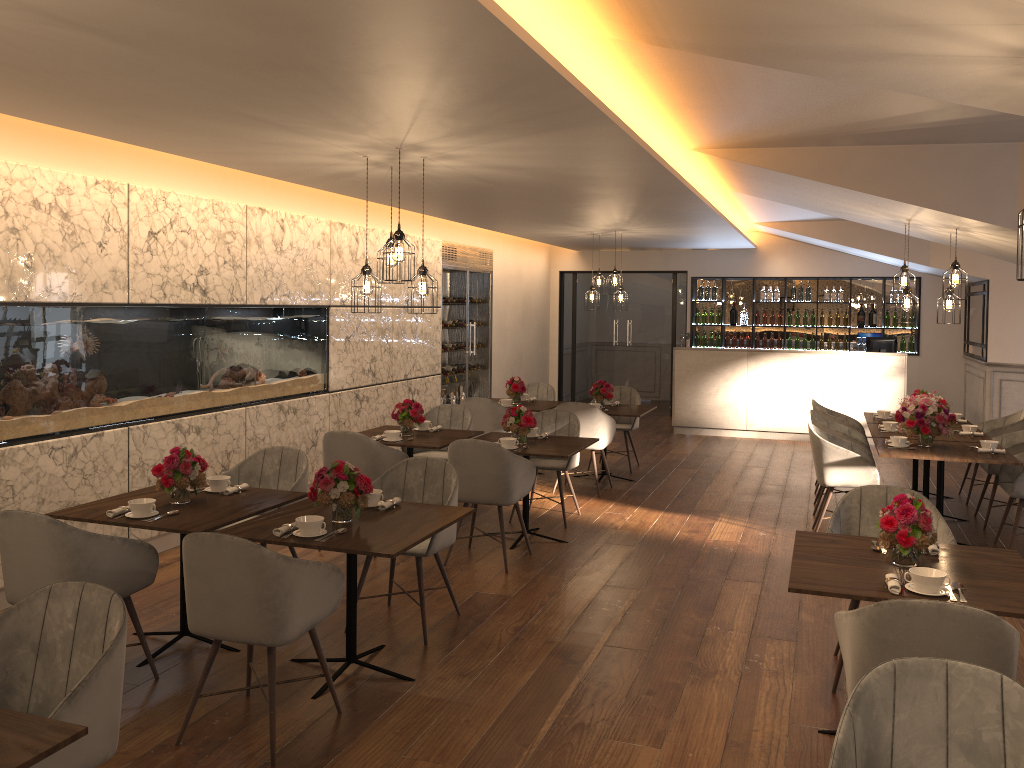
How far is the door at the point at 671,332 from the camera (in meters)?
14.15

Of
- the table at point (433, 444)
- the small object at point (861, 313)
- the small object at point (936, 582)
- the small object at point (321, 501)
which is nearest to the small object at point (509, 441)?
the table at point (433, 444)

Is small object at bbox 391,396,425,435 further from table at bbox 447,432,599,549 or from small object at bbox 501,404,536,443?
small object at bbox 501,404,536,443

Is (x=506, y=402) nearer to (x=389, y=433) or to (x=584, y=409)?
(x=584, y=409)

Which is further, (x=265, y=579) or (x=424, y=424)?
(x=424, y=424)

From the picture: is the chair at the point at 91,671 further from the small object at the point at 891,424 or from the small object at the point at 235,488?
the small object at the point at 891,424

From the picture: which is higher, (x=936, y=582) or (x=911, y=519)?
(x=911, y=519)

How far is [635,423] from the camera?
9.37m

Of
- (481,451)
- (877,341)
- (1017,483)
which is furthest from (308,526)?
(877,341)

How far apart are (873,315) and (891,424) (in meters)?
6.11
